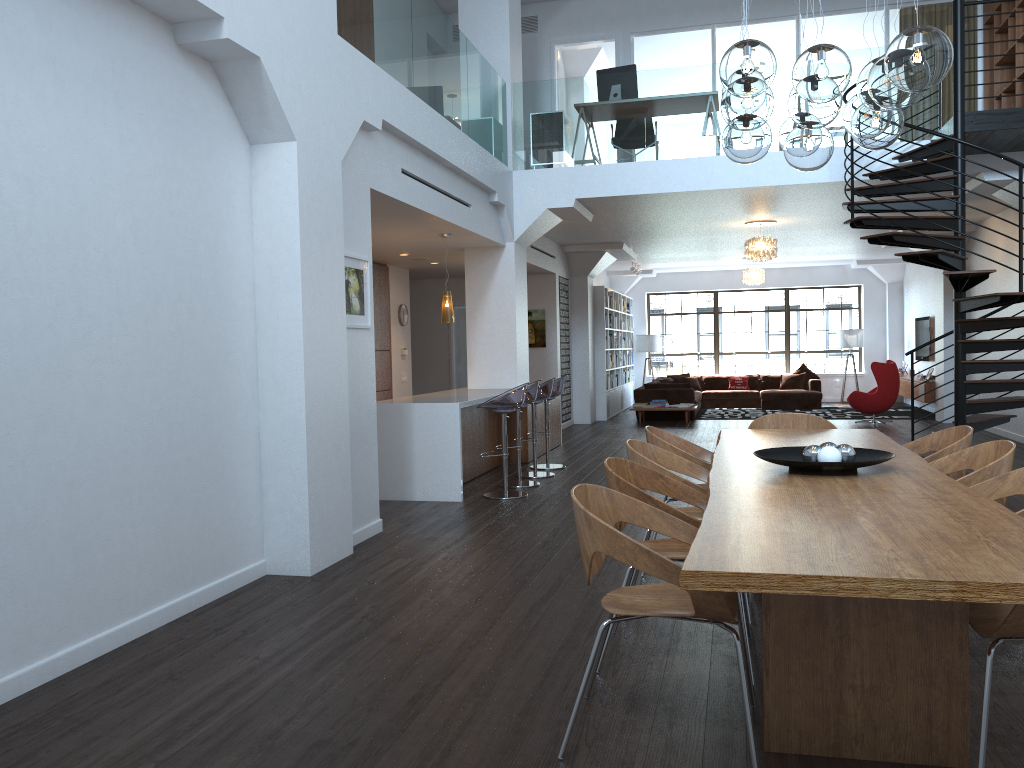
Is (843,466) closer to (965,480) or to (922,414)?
(965,480)

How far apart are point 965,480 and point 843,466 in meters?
0.6

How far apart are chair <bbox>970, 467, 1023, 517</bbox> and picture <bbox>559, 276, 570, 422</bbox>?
10.9 meters

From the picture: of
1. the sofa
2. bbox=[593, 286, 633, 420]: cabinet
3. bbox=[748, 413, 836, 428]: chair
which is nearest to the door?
bbox=[593, 286, 633, 420]: cabinet

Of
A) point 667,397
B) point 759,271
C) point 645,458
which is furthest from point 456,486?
point 759,271

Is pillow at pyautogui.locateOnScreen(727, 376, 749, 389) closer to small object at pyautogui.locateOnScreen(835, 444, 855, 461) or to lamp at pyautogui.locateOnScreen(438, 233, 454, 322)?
lamp at pyautogui.locateOnScreen(438, 233, 454, 322)

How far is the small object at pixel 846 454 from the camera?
3.83m

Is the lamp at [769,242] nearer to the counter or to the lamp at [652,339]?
the counter

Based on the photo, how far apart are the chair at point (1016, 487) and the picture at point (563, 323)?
10.9m

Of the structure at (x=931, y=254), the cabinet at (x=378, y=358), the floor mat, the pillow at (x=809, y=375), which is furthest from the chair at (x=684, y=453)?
the pillow at (x=809, y=375)
